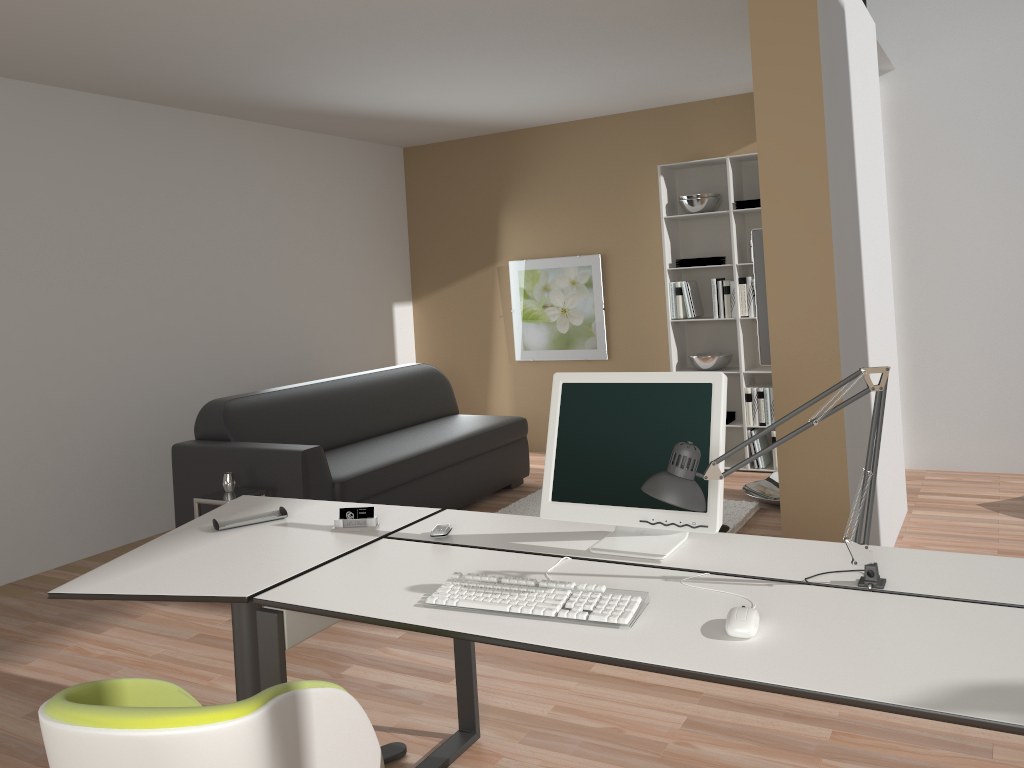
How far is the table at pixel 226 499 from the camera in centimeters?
411cm

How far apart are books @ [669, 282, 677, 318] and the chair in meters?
4.8 m

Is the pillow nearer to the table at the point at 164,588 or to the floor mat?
the floor mat

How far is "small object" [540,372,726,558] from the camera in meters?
2.2 m

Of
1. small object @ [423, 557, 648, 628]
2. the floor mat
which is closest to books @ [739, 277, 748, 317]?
the floor mat

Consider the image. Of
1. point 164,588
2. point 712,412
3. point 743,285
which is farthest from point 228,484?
point 743,285

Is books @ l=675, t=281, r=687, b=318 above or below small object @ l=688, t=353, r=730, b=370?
above

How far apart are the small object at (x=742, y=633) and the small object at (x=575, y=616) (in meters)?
0.19

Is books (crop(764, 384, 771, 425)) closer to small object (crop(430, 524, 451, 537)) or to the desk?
the desk

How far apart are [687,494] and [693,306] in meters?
4.5
